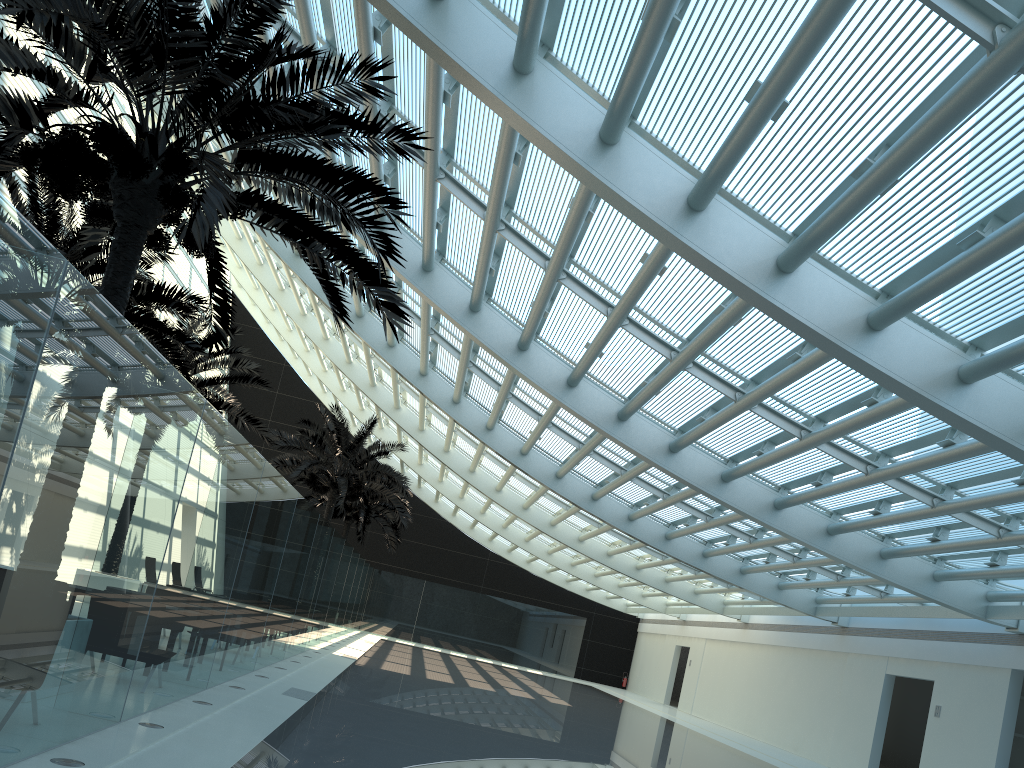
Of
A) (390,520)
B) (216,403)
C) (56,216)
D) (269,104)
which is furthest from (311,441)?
(269,104)

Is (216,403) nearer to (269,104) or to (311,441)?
(311,441)

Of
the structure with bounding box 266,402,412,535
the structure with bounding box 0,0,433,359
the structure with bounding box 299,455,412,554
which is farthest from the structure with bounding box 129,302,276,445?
Answer: the structure with bounding box 299,455,412,554

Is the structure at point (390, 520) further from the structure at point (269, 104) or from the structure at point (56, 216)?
the structure at point (269, 104)

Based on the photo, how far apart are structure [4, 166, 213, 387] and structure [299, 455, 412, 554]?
17.62m

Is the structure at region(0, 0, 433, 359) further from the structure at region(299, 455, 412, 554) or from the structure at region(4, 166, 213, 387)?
the structure at region(299, 455, 412, 554)

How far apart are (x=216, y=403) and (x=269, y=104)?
12.9 meters

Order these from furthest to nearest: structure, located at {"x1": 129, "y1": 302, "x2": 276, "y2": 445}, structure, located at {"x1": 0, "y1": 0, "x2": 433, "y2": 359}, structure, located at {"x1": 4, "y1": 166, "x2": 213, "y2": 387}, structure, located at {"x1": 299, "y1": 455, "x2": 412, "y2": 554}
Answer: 1. structure, located at {"x1": 299, "y1": 455, "x2": 412, "y2": 554}
2. structure, located at {"x1": 129, "y1": 302, "x2": 276, "y2": 445}
3. structure, located at {"x1": 4, "y1": 166, "x2": 213, "y2": 387}
4. structure, located at {"x1": 0, "y1": 0, "x2": 433, "y2": 359}

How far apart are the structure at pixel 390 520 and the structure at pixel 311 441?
3.8m

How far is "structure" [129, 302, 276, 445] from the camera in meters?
18.6
